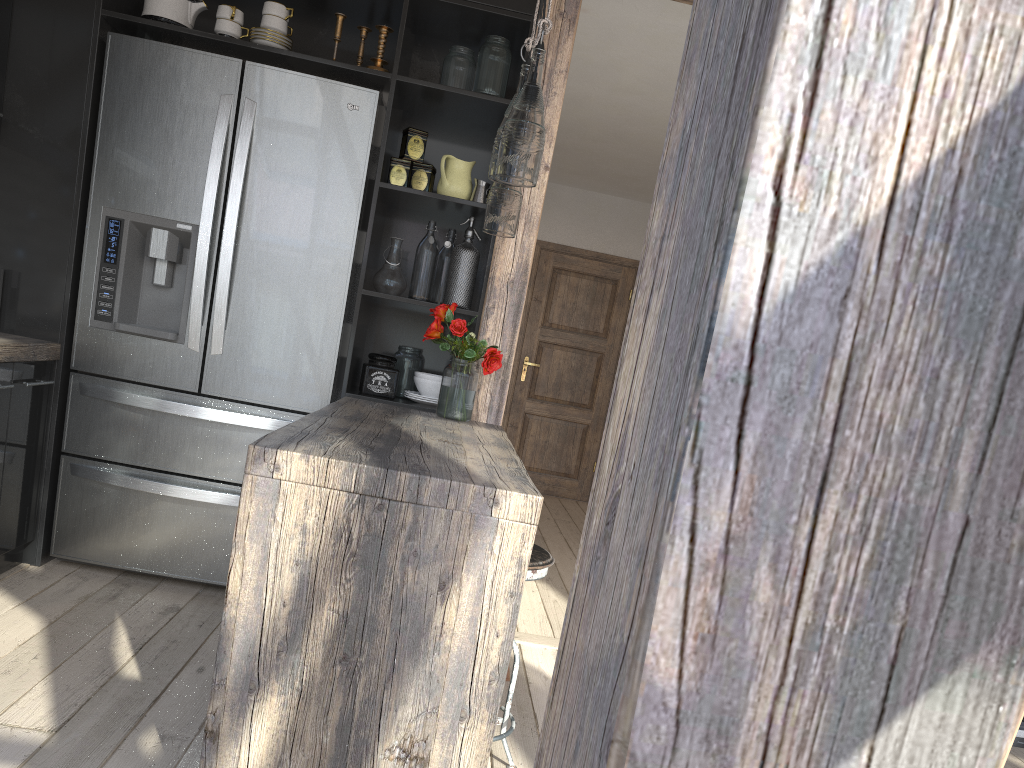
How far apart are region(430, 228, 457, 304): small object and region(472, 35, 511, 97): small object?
0.6m

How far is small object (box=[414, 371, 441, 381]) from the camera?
3.43m

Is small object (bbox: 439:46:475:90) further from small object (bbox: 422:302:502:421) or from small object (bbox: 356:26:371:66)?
small object (bbox: 422:302:502:421)

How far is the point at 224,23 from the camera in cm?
324

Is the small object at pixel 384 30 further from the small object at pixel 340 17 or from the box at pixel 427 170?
the box at pixel 427 170

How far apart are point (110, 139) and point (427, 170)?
1.2m

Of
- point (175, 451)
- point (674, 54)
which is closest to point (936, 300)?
point (175, 451)

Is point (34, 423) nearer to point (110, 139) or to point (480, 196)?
point (110, 139)

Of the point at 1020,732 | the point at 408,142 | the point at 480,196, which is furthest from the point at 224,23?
the point at 1020,732

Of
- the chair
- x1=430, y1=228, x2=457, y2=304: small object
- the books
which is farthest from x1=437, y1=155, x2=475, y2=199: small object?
the books
